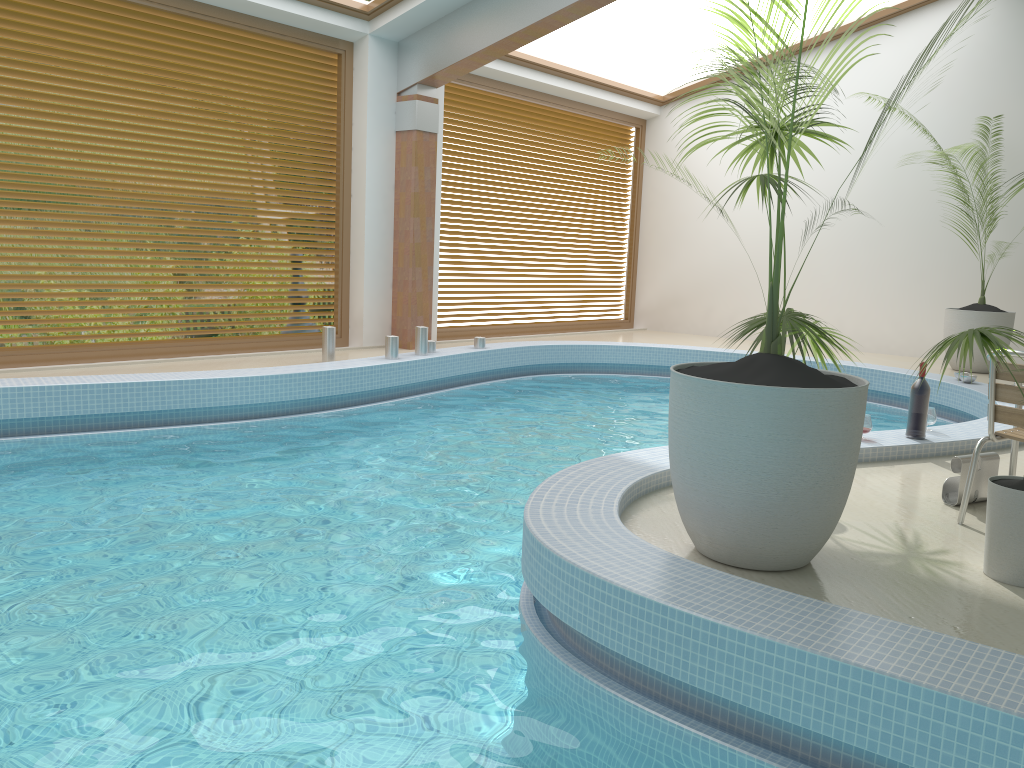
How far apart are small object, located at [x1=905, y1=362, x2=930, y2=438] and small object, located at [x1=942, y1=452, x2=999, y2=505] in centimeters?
98cm

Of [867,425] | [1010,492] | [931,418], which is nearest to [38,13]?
[867,425]

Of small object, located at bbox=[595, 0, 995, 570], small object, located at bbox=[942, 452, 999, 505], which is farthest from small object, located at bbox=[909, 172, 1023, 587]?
small object, located at bbox=[942, 452, 999, 505]

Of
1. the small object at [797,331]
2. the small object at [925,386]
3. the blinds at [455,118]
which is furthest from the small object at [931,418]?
the blinds at [455,118]

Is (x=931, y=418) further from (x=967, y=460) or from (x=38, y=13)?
(x=38, y=13)

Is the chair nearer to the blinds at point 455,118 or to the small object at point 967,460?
the small object at point 967,460

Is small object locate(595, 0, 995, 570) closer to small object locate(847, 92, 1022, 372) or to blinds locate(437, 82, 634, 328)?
small object locate(847, 92, 1022, 372)

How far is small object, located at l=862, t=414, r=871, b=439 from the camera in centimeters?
490cm

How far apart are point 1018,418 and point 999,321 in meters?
6.2 m

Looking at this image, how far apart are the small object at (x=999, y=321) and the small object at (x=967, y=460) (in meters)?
5.74
